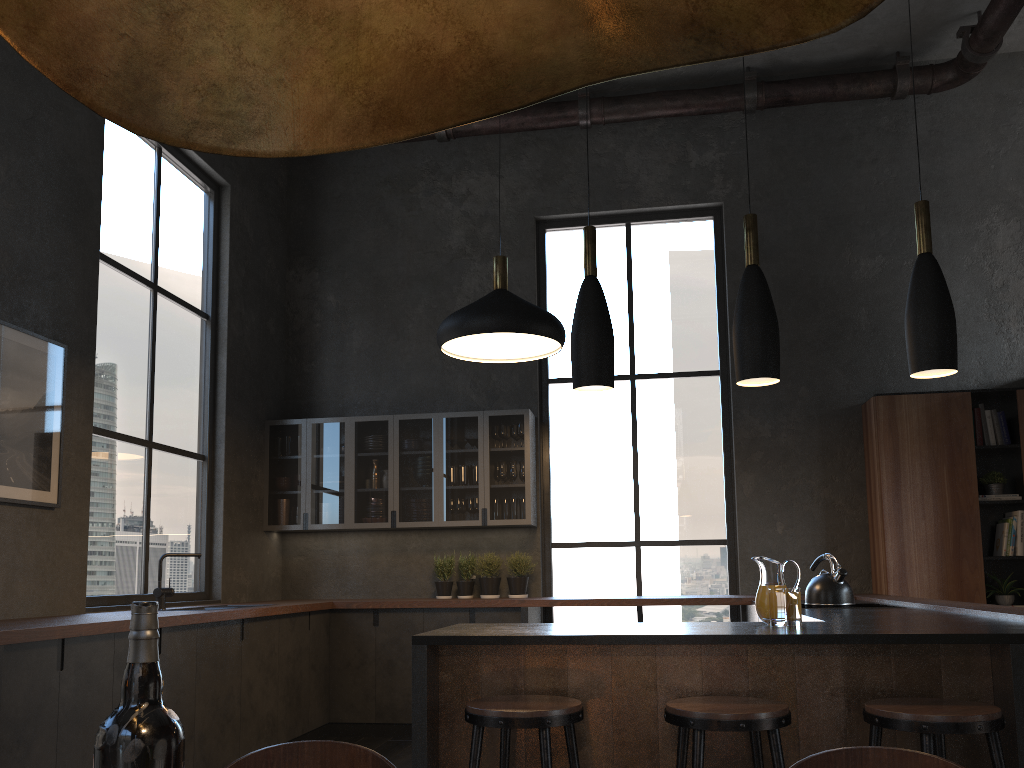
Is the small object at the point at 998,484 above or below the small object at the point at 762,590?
above

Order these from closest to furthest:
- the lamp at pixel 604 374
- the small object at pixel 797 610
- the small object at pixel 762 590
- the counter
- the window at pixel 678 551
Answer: the counter, the small object at pixel 797 610, the small object at pixel 762 590, the lamp at pixel 604 374, the window at pixel 678 551

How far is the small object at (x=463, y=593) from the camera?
6.6m

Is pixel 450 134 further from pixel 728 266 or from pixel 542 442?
pixel 542 442

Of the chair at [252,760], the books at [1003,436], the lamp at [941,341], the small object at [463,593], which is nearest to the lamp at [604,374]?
the lamp at [941,341]

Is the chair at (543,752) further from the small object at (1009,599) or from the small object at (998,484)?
the small object at (998,484)

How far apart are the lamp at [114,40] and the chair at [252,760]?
0.8 meters

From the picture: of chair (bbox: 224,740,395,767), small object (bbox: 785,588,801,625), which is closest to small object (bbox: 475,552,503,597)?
small object (bbox: 785,588,801,625)

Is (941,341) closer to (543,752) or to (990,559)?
(543,752)

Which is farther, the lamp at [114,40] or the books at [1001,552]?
the books at [1001,552]
